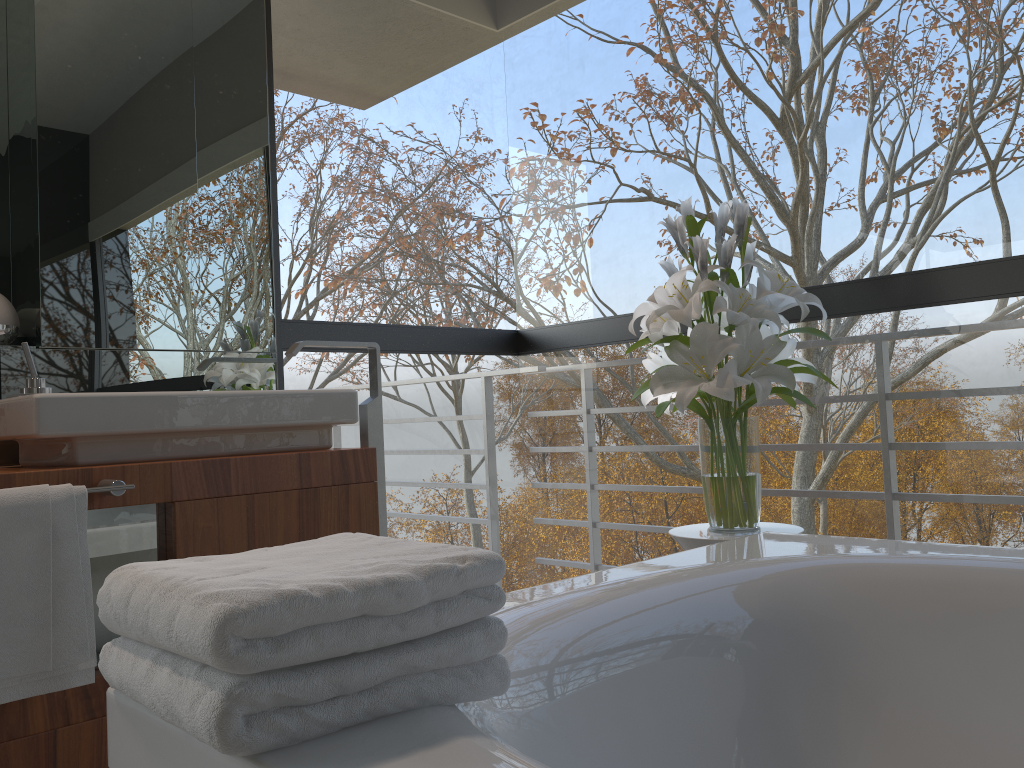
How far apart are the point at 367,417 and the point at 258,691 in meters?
1.7

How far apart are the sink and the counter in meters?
0.1 m

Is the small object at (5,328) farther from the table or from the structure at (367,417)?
the table

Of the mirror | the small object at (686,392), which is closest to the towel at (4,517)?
the mirror

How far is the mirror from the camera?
2.1 meters

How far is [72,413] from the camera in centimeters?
177cm

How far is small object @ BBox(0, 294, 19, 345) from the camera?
2.1 meters

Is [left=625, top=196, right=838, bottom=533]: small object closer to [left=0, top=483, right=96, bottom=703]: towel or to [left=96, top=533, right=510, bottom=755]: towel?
[left=96, top=533, right=510, bottom=755]: towel

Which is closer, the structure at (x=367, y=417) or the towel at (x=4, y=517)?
the towel at (x=4, y=517)

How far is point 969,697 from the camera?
1.32m
